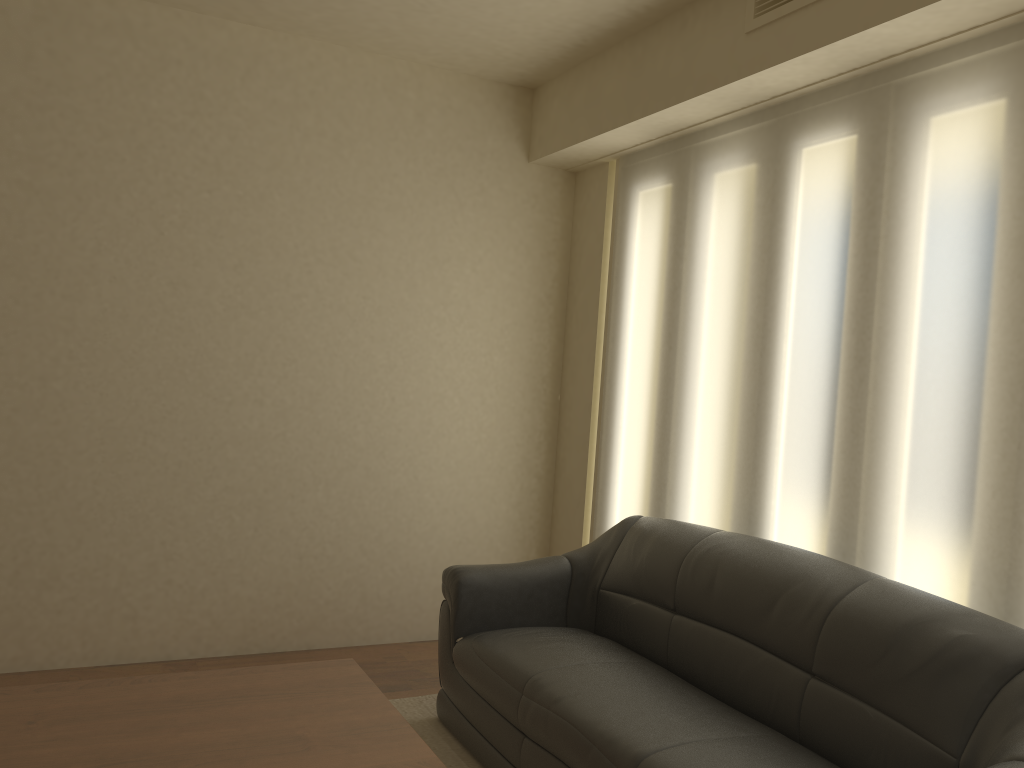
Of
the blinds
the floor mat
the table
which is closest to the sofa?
the floor mat

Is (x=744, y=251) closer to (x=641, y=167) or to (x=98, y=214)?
(x=641, y=167)

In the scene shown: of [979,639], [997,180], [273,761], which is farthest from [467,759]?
[997,180]

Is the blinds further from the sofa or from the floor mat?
the floor mat

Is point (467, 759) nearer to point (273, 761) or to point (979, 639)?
point (273, 761)

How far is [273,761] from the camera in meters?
2.1 m

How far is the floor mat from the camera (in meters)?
3.31

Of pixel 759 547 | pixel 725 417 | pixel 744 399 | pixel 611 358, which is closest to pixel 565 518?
pixel 611 358

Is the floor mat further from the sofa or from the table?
the table

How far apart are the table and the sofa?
0.5m
